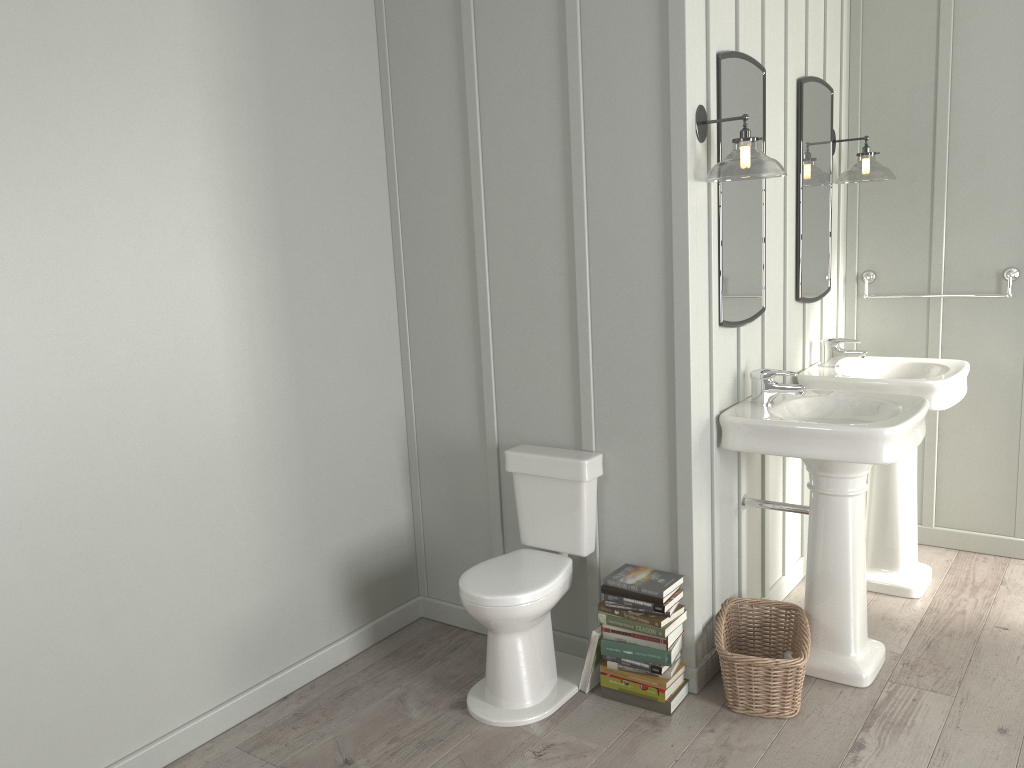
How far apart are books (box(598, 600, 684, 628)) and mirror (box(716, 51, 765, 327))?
0.97m

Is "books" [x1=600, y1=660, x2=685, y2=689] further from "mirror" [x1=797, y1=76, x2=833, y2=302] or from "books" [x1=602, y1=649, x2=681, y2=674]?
"mirror" [x1=797, y1=76, x2=833, y2=302]

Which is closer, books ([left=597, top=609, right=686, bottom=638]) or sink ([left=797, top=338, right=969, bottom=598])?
books ([left=597, top=609, right=686, bottom=638])

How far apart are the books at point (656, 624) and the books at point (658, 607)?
0.0 meters

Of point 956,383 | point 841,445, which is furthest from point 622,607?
point 956,383

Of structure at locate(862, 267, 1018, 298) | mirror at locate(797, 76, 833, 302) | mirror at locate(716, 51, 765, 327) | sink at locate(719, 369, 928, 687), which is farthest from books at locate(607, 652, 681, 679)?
structure at locate(862, 267, 1018, 298)

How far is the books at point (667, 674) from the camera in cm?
280

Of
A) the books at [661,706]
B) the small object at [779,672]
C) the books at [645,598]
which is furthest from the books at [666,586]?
the books at [661,706]

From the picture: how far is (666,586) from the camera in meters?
2.8 m

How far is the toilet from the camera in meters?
2.7 m
